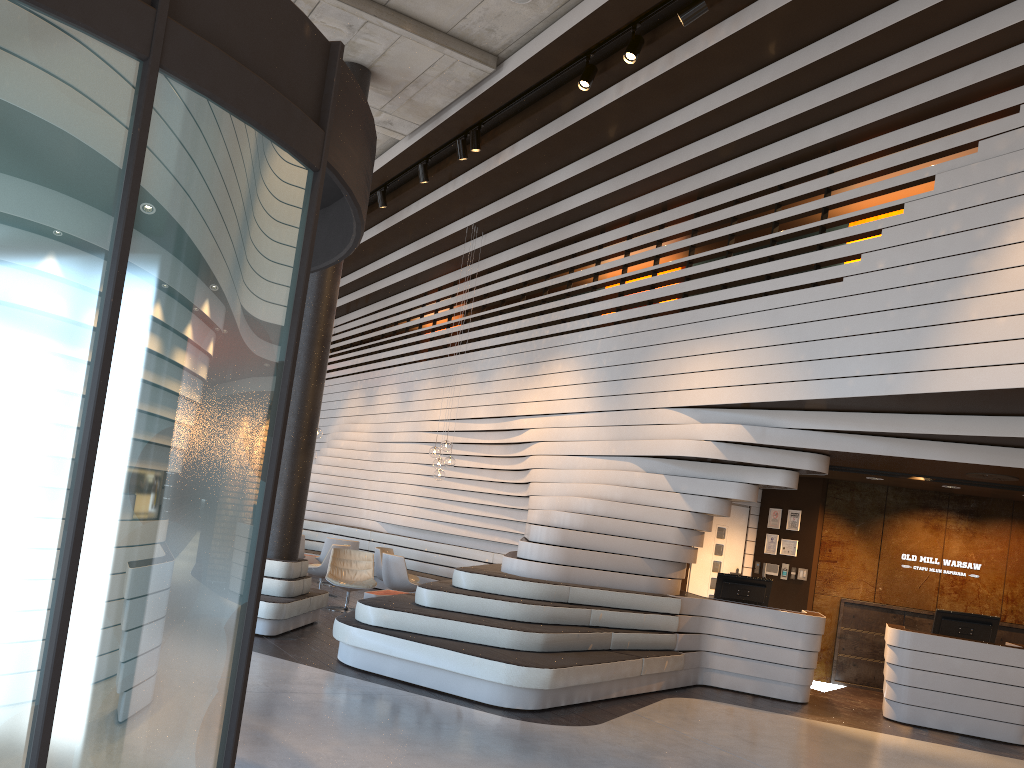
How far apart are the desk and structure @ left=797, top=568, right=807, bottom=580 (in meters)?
2.17

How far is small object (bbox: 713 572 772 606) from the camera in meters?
9.5

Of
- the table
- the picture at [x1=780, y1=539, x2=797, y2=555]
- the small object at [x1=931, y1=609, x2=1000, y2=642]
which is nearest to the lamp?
the table

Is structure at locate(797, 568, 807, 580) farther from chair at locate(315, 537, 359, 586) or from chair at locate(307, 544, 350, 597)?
chair at locate(315, 537, 359, 586)

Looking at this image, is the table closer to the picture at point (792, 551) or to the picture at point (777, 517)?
the picture at point (777, 517)

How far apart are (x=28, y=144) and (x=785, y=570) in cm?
1084

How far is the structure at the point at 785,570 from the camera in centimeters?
1126cm

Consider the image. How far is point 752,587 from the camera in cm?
949

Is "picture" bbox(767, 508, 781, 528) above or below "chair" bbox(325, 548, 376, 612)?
above

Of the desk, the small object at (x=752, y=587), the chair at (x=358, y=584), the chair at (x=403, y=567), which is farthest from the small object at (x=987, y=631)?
the chair at (x=358, y=584)
